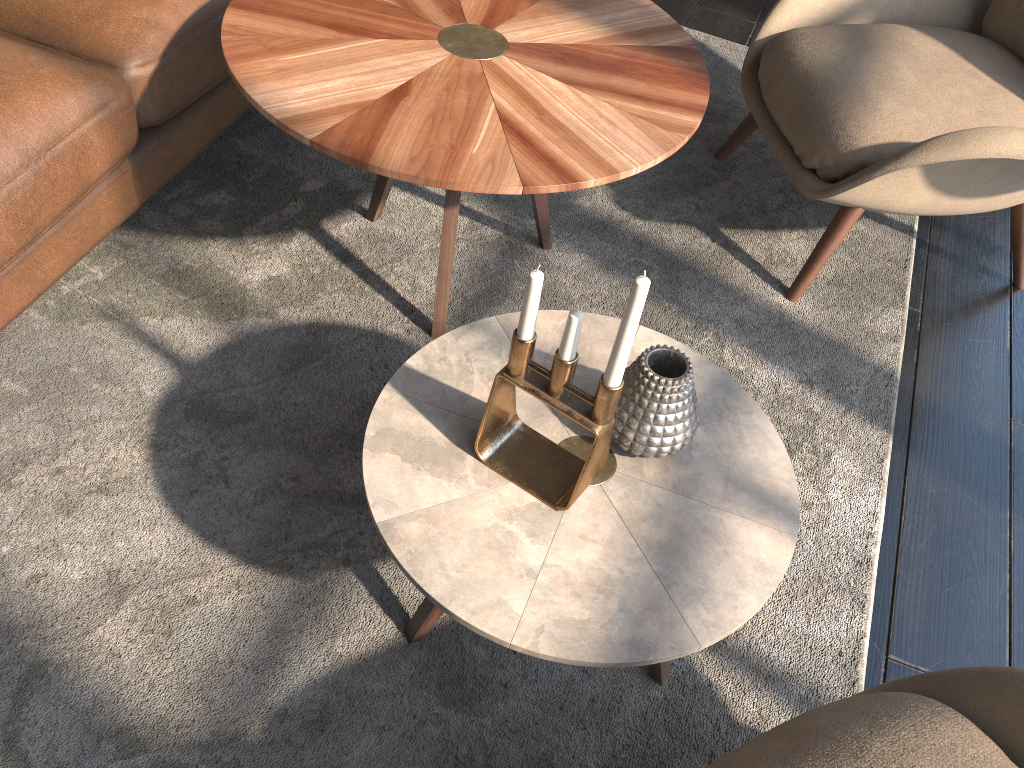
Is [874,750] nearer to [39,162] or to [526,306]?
[526,306]

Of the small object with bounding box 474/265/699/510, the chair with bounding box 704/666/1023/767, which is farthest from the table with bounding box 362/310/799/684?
the chair with bounding box 704/666/1023/767

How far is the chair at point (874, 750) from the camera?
0.9m

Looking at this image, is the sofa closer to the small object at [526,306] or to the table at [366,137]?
the table at [366,137]

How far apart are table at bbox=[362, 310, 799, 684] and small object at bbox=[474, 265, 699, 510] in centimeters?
1cm

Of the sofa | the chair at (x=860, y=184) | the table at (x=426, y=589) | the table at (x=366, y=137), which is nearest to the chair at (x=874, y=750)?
the table at (x=426, y=589)

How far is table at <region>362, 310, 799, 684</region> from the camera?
1.0 meters

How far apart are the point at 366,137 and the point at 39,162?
0.5m

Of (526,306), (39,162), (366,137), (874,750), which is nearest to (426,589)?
(526,306)

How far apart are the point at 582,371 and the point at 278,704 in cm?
62
